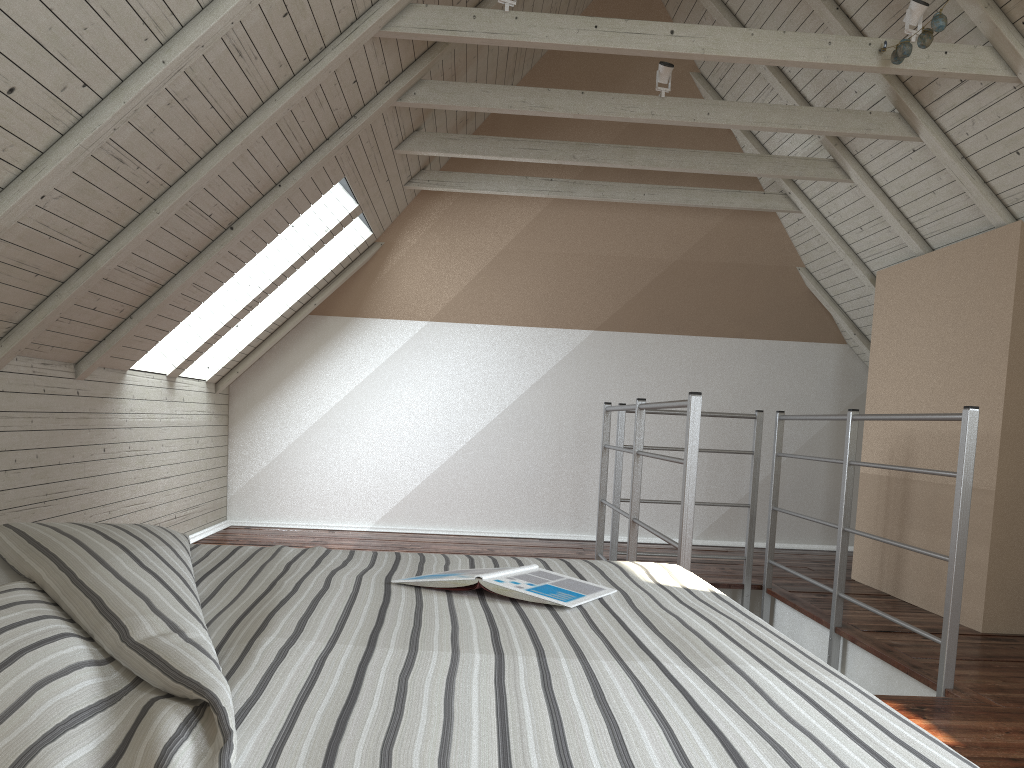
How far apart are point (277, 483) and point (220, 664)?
4.6m

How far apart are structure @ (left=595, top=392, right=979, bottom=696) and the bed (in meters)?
0.80

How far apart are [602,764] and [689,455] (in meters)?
1.88

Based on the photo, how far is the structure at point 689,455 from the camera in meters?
2.5 m

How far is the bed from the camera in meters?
0.6

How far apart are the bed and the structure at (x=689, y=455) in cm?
80

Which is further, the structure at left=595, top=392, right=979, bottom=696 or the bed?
the structure at left=595, top=392, right=979, bottom=696
